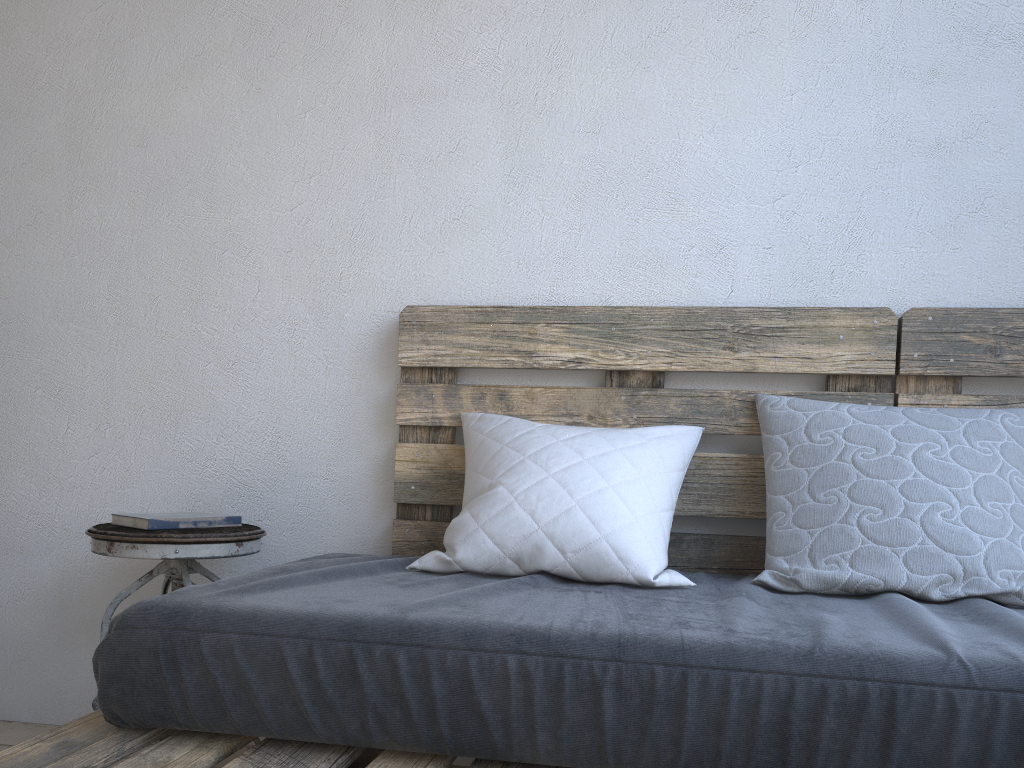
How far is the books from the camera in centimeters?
168cm

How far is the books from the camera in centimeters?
168cm

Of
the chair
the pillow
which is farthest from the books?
the pillow

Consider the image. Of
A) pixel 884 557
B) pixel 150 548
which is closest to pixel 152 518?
pixel 150 548

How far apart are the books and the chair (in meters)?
0.01

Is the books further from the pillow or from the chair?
the pillow

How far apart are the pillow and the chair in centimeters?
40cm

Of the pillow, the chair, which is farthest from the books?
the pillow

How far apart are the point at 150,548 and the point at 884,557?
1.3m

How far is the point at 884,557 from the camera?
1.4 meters
